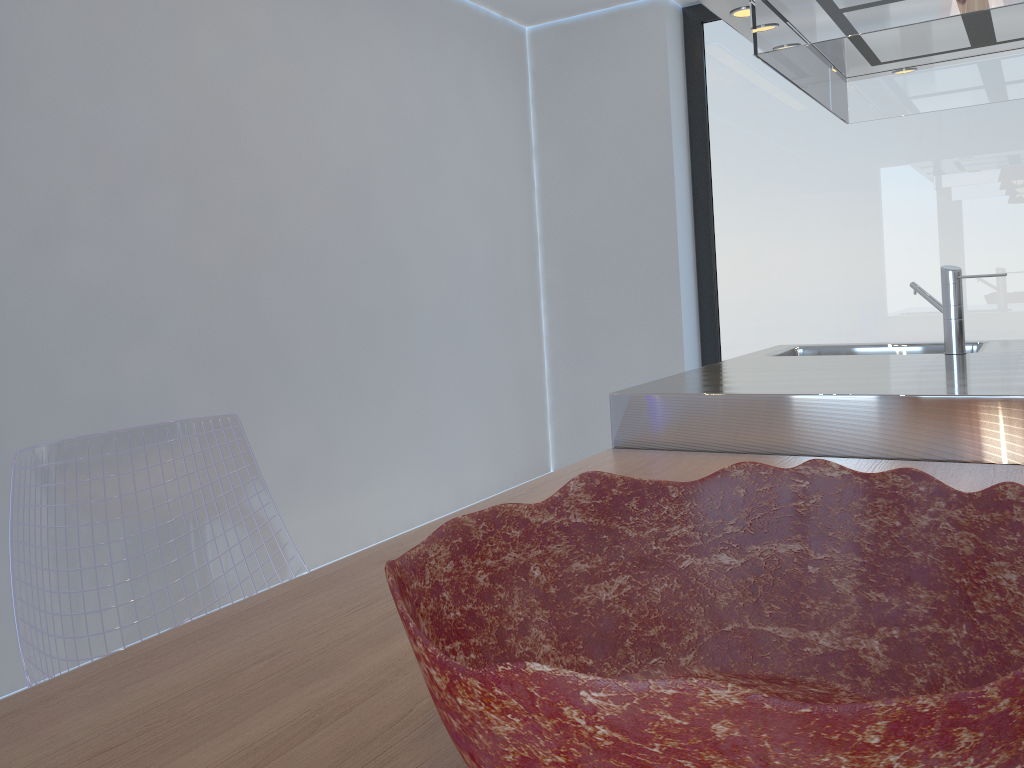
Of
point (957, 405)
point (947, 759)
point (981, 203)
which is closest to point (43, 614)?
point (947, 759)

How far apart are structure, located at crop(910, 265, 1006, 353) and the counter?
0.0m

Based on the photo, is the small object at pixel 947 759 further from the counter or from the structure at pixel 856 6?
the structure at pixel 856 6

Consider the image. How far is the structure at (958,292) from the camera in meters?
2.4 m

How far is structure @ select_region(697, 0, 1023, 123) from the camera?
1.80m

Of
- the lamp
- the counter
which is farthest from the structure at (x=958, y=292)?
the lamp

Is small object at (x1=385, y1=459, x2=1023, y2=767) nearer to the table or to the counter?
the table

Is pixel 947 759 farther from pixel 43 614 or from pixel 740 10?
pixel 740 10

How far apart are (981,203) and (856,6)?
2.4 meters

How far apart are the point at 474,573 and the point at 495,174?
3.77m
